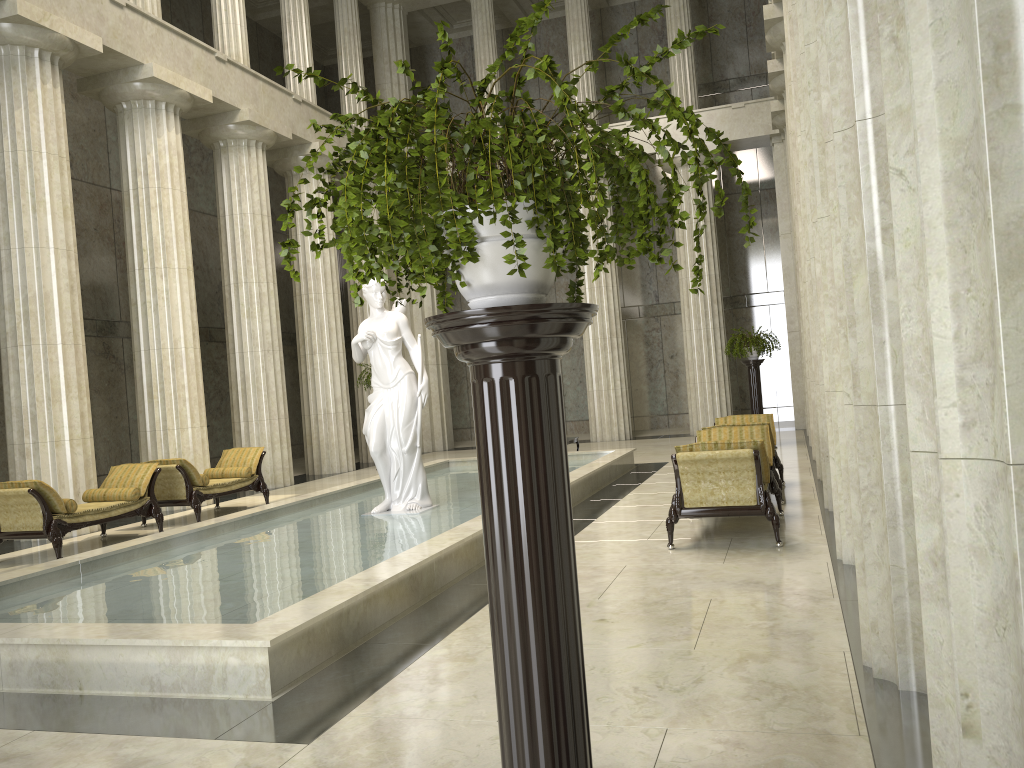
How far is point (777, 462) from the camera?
11.5 meters

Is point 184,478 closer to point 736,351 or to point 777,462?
point 777,462

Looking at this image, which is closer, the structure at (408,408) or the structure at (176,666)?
the structure at (176,666)

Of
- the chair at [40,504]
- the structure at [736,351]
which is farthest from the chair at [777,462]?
the chair at [40,504]

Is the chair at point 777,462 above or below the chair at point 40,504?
above

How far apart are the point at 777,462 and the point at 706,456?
4.4m

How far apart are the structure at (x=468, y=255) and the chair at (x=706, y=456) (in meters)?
5.11

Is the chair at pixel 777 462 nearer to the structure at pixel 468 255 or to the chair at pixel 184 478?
the chair at pixel 184 478

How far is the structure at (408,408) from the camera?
10.5m

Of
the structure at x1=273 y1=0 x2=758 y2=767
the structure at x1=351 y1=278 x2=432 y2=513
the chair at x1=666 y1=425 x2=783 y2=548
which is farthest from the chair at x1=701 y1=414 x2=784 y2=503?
the structure at x1=273 y1=0 x2=758 y2=767
